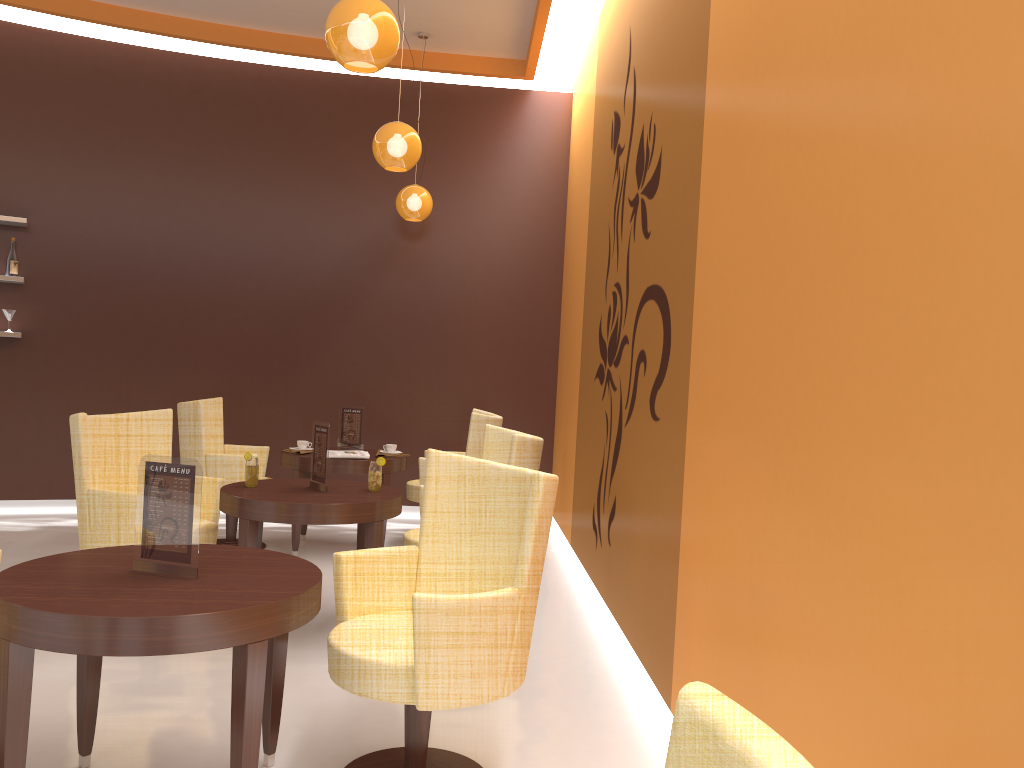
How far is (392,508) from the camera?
4.2m

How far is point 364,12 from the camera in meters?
3.4 m

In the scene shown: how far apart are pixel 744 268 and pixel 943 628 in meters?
1.4

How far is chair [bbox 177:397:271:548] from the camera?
5.8 meters

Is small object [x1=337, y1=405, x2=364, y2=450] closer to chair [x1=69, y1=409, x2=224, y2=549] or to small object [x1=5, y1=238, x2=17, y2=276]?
chair [x1=69, y1=409, x2=224, y2=549]

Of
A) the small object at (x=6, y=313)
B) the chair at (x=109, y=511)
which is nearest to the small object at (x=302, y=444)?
the chair at (x=109, y=511)

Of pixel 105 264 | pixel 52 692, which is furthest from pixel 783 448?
pixel 105 264

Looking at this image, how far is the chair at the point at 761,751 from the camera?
0.73m

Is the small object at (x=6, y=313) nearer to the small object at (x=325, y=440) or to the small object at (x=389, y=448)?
the small object at (x=389, y=448)

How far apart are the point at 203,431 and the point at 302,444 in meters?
0.7
